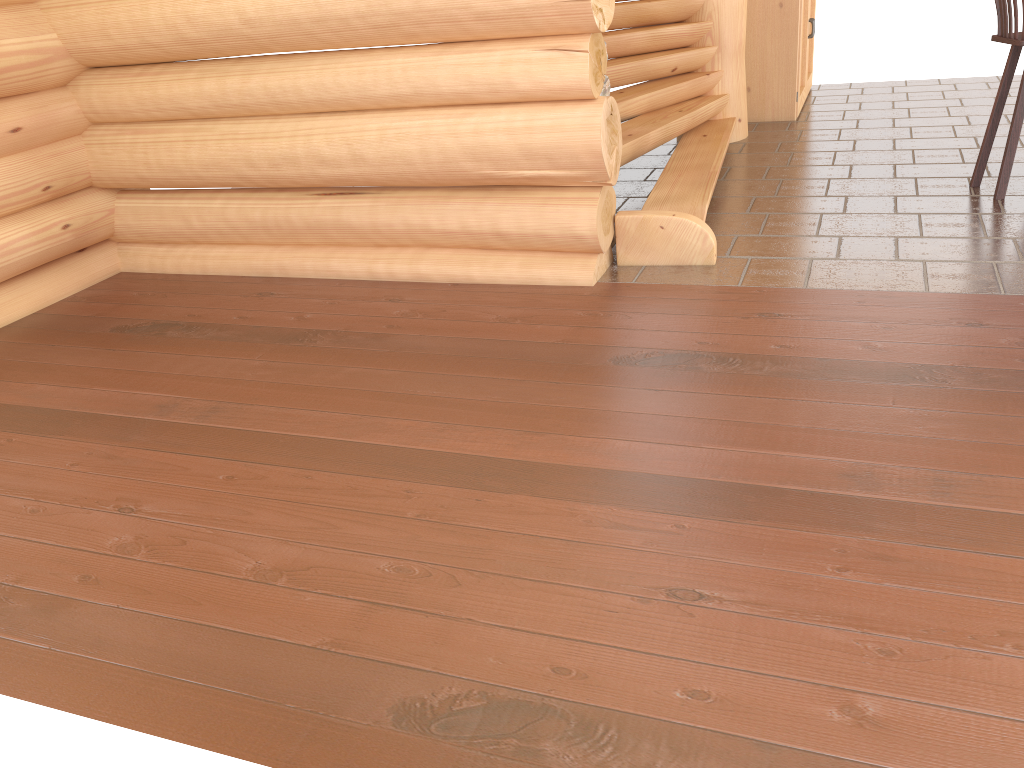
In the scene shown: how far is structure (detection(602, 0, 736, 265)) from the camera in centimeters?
454cm

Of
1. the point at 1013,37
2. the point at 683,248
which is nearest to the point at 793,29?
the point at 1013,37

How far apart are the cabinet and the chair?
2.62m

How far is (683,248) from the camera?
4.54m

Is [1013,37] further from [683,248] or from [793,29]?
[793,29]

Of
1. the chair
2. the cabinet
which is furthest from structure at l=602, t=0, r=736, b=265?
the chair

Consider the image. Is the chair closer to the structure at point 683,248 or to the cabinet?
the structure at point 683,248

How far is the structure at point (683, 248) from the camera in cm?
454

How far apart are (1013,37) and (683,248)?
2.23m

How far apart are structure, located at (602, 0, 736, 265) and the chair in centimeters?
150cm
